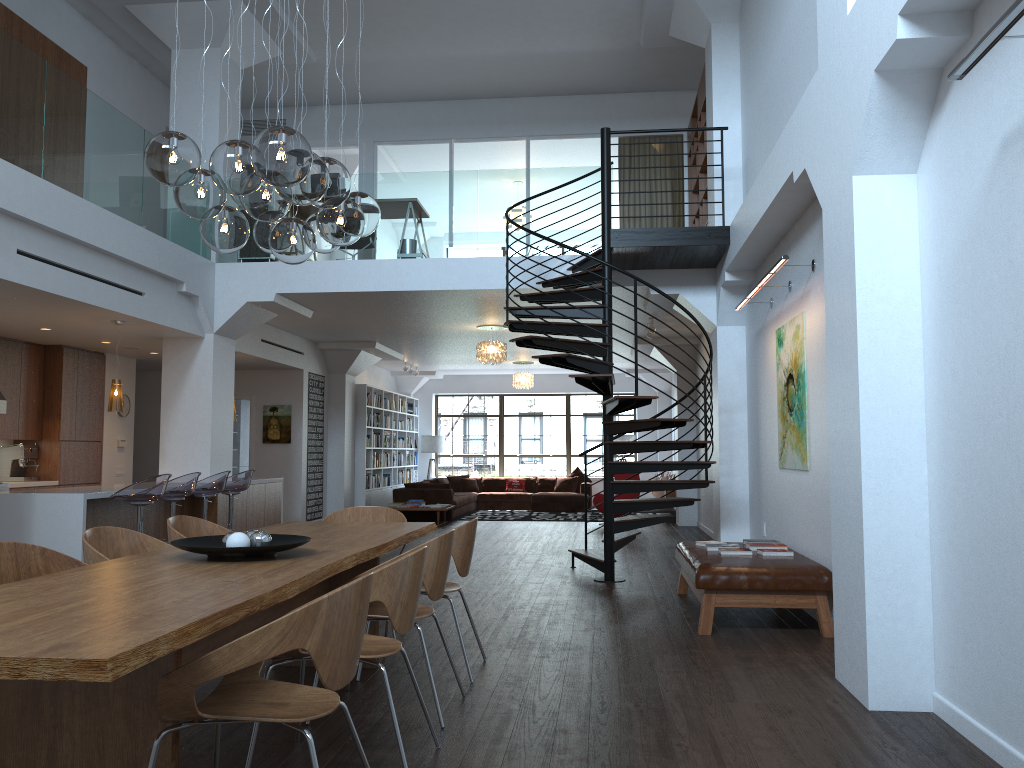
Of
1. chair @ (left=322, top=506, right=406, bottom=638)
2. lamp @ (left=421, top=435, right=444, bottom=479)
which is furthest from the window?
chair @ (left=322, top=506, right=406, bottom=638)

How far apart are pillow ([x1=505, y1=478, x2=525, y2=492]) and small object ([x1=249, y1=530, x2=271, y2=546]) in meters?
15.4

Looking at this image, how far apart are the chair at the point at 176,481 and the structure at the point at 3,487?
2.8 meters

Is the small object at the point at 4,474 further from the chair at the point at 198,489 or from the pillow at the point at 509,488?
the pillow at the point at 509,488

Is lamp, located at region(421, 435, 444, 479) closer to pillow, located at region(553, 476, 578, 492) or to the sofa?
the sofa

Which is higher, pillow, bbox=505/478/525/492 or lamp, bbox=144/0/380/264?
lamp, bbox=144/0/380/264

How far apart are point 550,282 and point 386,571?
4.9 meters

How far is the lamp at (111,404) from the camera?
8.7 meters

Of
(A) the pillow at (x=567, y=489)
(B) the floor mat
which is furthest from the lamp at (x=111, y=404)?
(A) the pillow at (x=567, y=489)

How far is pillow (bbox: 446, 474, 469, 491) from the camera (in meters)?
19.07
